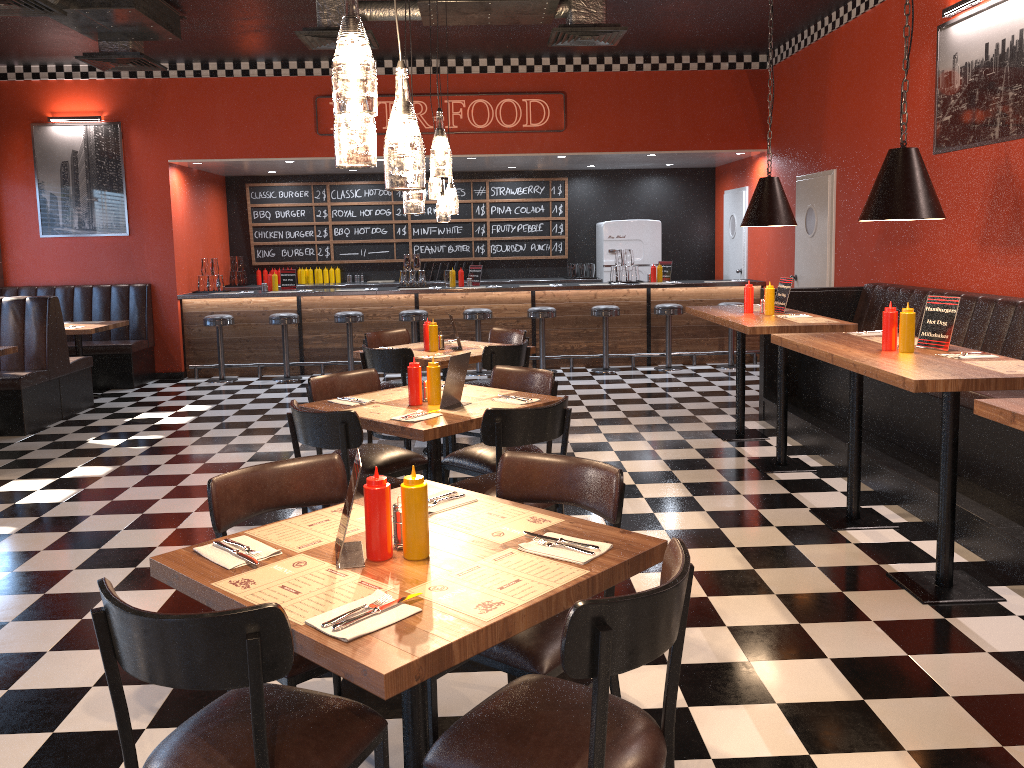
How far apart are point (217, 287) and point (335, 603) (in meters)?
9.54

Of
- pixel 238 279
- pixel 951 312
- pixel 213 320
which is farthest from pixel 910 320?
pixel 238 279

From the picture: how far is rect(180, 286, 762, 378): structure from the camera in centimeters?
1061cm

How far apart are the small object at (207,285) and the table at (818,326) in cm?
640

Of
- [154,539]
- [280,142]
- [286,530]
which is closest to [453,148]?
[280,142]

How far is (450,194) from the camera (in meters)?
6.44

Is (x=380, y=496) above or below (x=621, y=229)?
below

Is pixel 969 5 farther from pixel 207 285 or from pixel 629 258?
pixel 207 285

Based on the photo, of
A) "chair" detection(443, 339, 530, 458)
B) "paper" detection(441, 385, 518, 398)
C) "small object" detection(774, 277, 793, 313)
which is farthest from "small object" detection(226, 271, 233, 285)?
"paper" detection(441, 385, 518, 398)

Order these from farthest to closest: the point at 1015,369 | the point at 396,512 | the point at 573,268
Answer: the point at 573,268 < the point at 1015,369 < the point at 396,512
